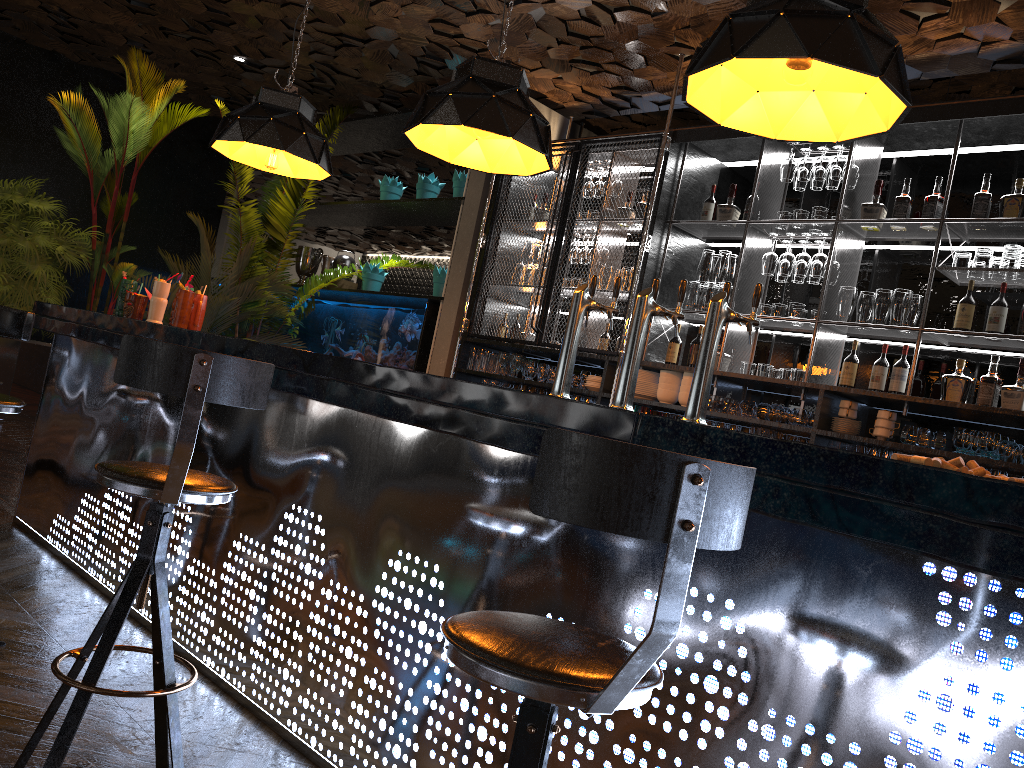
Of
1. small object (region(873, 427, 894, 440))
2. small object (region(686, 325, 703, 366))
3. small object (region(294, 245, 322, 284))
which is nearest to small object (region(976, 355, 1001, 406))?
small object (region(873, 427, 894, 440))

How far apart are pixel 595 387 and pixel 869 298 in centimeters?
177cm

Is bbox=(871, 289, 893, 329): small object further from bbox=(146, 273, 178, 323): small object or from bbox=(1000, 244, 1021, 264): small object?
bbox=(146, 273, 178, 323): small object

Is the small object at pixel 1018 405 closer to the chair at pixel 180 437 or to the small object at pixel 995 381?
the small object at pixel 995 381

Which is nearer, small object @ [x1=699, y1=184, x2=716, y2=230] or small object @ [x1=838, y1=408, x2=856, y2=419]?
small object @ [x1=838, y1=408, x2=856, y2=419]

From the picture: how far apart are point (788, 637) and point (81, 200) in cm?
919

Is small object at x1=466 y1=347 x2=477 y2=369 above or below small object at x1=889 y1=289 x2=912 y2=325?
below

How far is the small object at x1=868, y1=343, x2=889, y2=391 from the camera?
4.77m

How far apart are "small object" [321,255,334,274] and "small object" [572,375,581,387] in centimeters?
367cm

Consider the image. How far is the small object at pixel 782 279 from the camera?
5.3 meters
